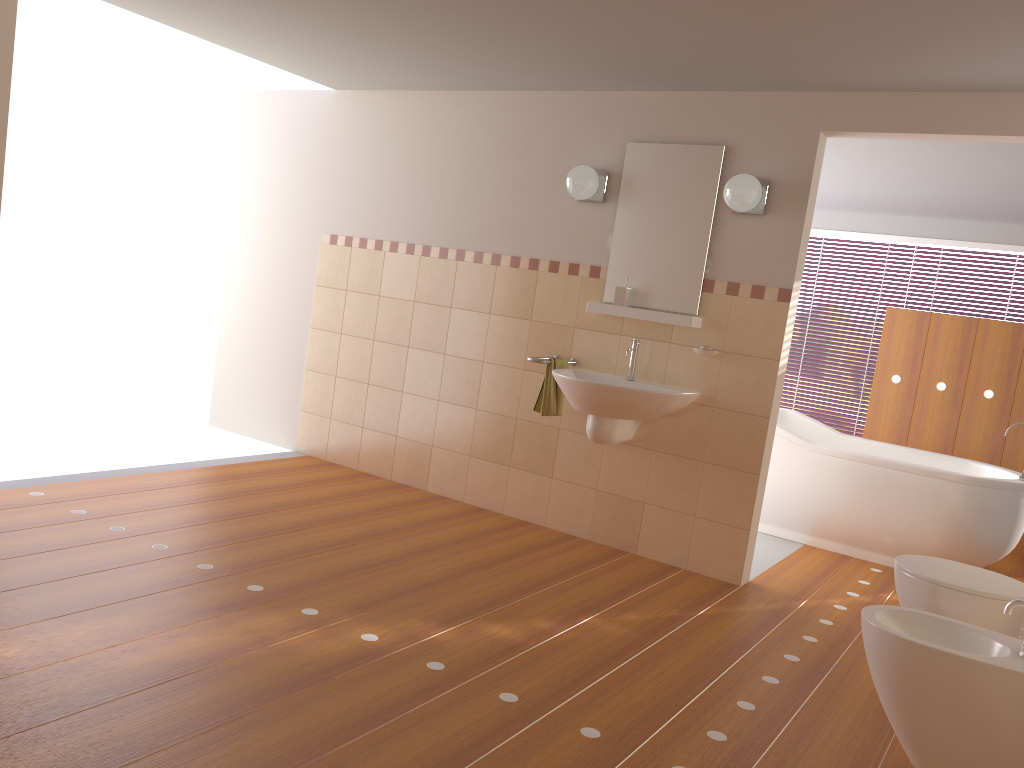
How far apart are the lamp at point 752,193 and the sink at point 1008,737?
1.98m

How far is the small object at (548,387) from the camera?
4.4 meters

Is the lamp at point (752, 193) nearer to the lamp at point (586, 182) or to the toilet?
the lamp at point (586, 182)

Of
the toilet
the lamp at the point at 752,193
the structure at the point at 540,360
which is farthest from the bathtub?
the toilet

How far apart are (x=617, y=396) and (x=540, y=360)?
0.5m

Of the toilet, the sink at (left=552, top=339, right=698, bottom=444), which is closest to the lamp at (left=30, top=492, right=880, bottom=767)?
the toilet

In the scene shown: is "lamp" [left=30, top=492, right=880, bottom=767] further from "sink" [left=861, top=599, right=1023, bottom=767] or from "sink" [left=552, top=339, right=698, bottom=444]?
"sink" [left=552, top=339, right=698, bottom=444]

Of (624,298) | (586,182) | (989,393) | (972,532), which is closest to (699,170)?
(586,182)

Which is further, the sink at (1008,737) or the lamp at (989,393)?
the lamp at (989,393)

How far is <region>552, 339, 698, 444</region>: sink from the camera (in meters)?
3.93
